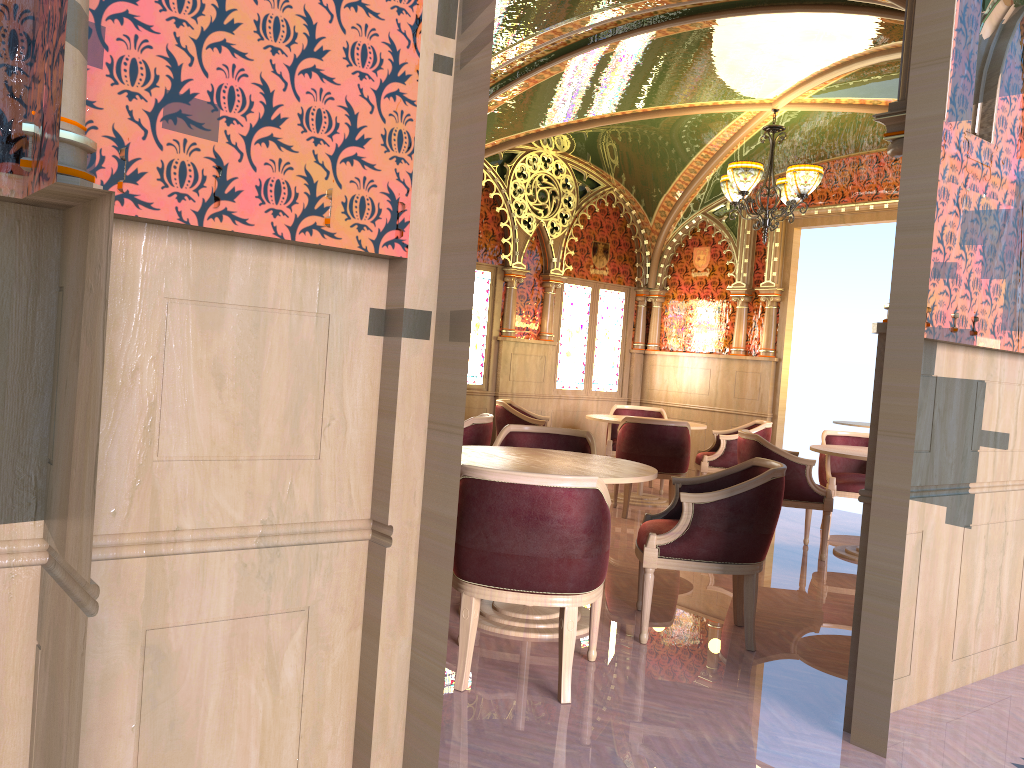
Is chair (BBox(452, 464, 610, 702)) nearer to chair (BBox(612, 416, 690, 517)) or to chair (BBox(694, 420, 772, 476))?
chair (BBox(612, 416, 690, 517))

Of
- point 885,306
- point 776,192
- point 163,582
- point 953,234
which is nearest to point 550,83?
point 776,192

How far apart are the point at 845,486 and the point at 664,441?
1.5m

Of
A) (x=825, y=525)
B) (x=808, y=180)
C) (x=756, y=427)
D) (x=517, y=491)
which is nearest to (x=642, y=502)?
(x=756, y=427)

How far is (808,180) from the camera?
7.13m

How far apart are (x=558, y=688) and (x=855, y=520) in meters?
5.8 m

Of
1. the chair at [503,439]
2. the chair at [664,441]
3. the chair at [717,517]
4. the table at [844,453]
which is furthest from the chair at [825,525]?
the chair at [717,517]

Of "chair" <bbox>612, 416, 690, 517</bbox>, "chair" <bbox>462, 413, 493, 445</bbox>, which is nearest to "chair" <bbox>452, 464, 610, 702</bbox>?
"chair" <bbox>462, 413, 493, 445</bbox>

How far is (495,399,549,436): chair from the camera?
8.26m

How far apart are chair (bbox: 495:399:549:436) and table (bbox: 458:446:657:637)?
3.5m
